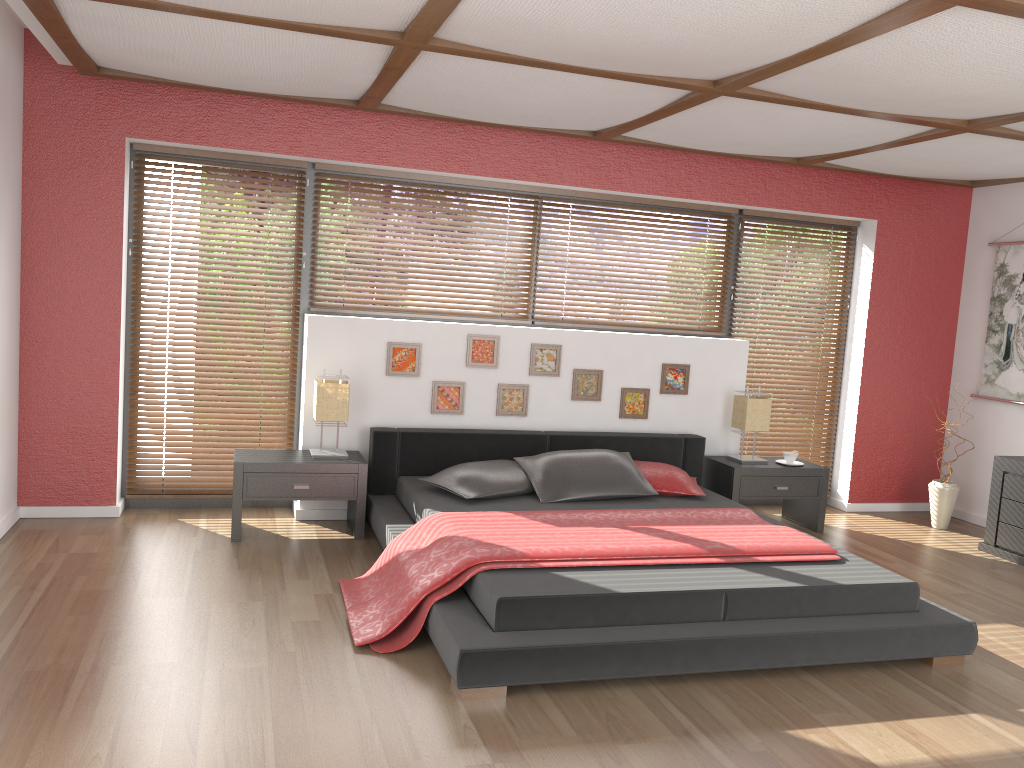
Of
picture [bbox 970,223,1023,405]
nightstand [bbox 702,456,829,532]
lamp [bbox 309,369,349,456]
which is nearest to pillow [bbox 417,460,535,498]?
lamp [bbox 309,369,349,456]

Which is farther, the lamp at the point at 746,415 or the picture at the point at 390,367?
the lamp at the point at 746,415

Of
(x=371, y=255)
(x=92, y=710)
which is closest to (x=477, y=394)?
(x=371, y=255)

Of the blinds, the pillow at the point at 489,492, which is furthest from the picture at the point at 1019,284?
the pillow at the point at 489,492

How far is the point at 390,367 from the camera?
5.3m

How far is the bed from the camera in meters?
3.2

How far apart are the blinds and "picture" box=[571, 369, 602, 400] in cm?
133

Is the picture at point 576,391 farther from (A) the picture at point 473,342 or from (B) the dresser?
(B) the dresser

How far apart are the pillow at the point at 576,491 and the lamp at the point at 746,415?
0.94m

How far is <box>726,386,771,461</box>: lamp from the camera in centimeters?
567cm
